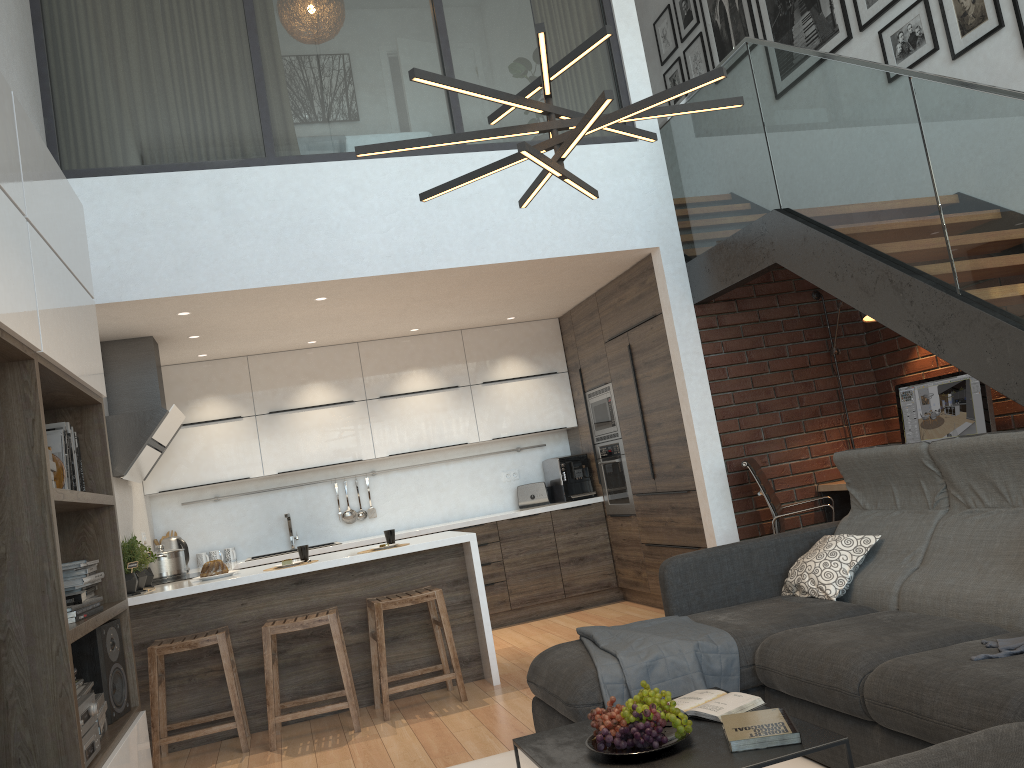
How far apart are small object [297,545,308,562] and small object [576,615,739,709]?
2.01m

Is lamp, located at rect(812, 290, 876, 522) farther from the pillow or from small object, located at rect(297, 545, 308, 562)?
small object, located at rect(297, 545, 308, 562)

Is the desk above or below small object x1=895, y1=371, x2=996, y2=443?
below

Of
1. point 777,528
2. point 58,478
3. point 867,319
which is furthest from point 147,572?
point 867,319

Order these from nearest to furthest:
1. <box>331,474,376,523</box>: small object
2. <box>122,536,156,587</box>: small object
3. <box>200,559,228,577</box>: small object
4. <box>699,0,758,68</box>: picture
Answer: <box>200,559,228,577</box>: small object → <box>122,536,156,587</box>: small object → <box>699,0,758,68</box>: picture → <box>331,474,376,523</box>: small object

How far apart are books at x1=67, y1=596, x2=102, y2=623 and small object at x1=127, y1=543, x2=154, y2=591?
2.13m

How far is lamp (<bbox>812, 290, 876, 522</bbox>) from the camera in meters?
5.4

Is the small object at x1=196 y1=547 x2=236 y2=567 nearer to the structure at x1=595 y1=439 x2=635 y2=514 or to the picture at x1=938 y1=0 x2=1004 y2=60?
the structure at x1=595 y1=439 x2=635 y2=514

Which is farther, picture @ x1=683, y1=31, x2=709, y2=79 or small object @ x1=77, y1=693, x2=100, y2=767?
picture @ x1=683, y1=31, x2=709, y2=79

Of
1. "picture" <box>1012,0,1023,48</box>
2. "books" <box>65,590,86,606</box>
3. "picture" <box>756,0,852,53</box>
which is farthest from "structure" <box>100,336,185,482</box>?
"picture" <box>1012,0,1023,48</box>
